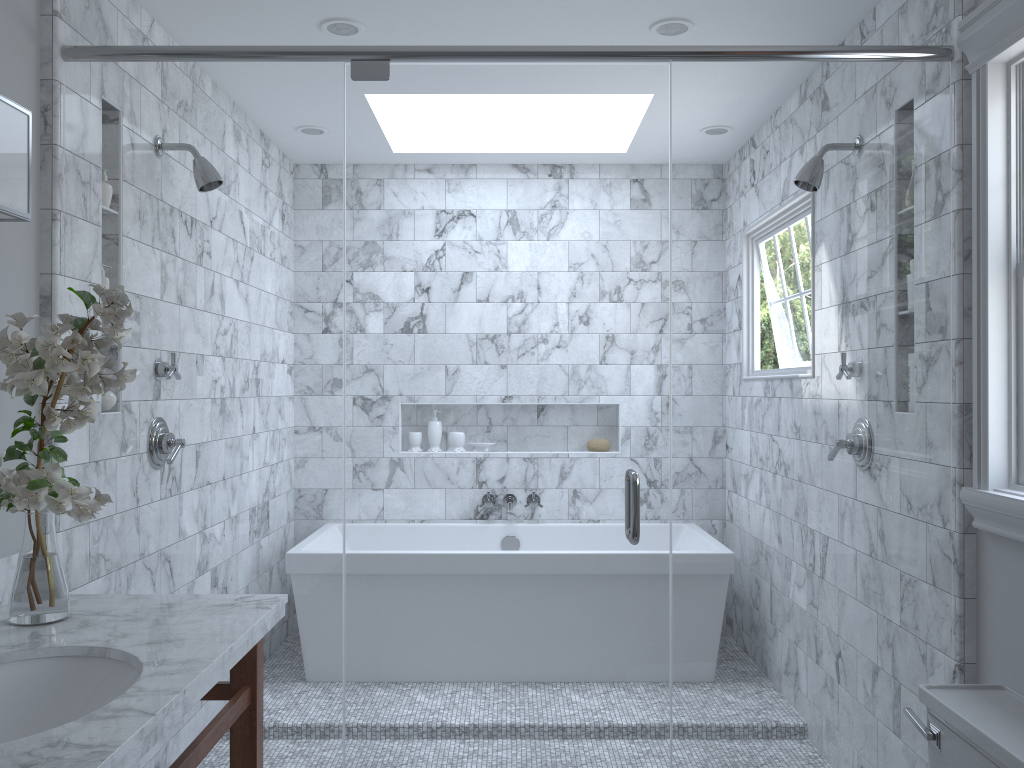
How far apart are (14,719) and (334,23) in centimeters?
217cm

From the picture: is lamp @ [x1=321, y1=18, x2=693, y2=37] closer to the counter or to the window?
the window

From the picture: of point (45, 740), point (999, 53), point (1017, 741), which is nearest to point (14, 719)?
point (45, 740)

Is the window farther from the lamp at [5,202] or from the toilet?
the lamp at [5,202]

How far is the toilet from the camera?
1.64m

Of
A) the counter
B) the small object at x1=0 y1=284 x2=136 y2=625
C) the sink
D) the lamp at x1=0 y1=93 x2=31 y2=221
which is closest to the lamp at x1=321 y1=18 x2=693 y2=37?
the lamp at x1=0 y1=93 x2=31 y2=221

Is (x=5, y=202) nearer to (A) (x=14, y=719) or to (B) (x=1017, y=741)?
(A) (x=14, y=719)

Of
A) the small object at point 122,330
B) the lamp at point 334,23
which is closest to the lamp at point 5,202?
the small object at point 122,330

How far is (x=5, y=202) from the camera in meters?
1.9

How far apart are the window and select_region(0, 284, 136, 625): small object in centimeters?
193cm
